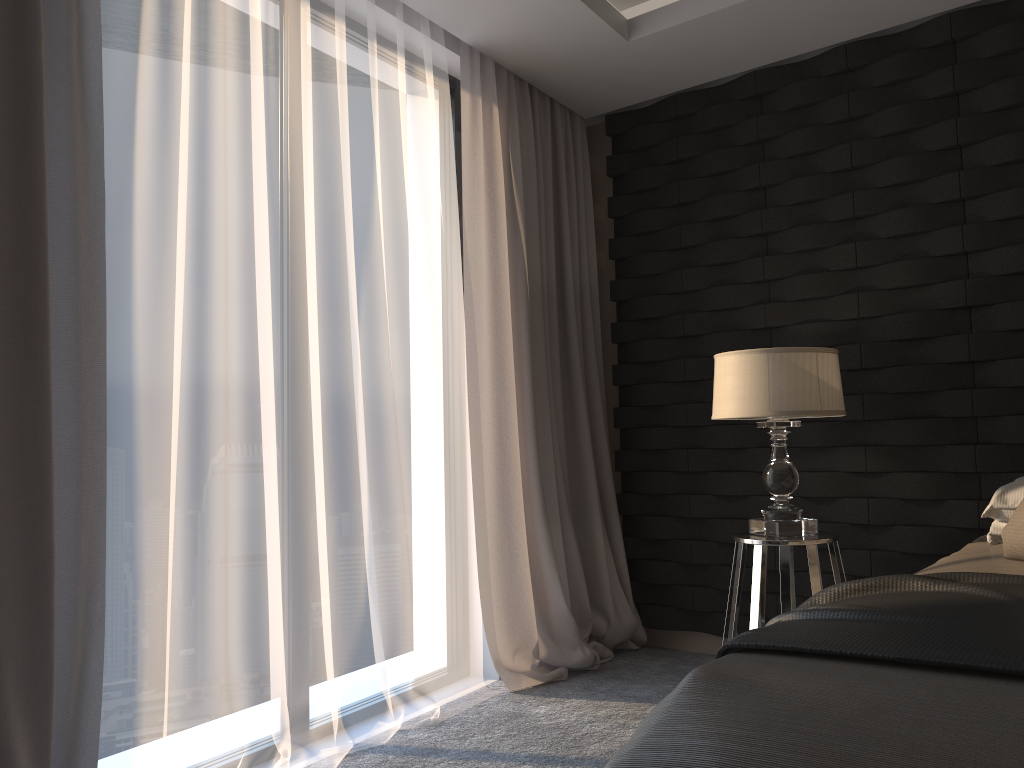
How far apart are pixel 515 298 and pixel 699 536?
1.30m

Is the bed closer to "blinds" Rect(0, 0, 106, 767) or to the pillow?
the pillow

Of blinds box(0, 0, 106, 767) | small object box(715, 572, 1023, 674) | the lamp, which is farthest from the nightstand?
blinds box(0, 0, 106, 767)

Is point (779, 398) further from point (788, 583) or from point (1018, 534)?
point (1018, 534)

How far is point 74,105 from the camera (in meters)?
2.08

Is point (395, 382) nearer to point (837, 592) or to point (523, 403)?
point (523, 403)

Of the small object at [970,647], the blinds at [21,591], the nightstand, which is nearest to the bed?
the small object at [970,647]

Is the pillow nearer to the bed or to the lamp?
the bed

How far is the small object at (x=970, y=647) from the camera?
1.33m

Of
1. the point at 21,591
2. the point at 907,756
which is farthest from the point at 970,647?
the point at 21,591
